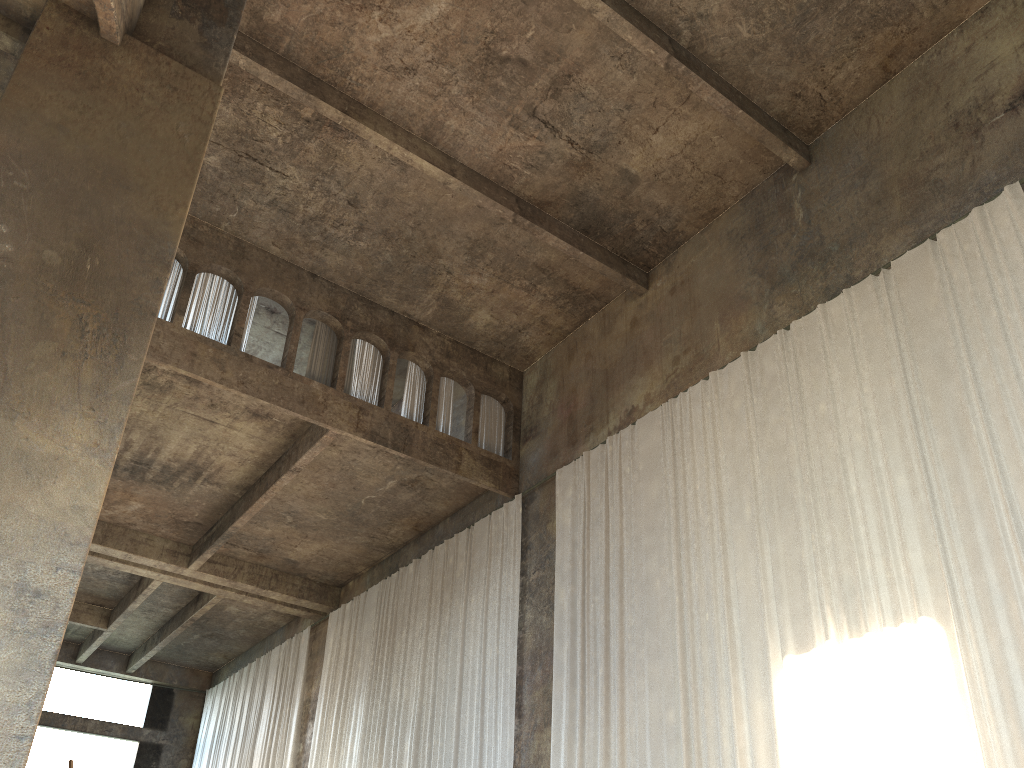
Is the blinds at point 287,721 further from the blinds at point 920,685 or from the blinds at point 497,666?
the blinds at point 920,685

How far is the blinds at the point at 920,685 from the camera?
8.04m

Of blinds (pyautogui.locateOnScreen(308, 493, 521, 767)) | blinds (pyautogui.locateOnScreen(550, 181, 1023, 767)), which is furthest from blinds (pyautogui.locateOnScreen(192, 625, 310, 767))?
blinds (pyautogui.locateOnScreen(550, 181, 1023, 767))

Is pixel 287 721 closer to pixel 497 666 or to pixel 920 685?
pixel 497 666

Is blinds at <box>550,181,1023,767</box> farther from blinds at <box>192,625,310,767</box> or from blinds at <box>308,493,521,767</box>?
blinds at <box>192,625,310,767</box>

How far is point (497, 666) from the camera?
13.8m

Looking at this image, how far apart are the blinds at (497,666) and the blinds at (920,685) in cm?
114

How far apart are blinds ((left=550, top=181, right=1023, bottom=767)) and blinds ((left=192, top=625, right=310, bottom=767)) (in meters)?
9.65

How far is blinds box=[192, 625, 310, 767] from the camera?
20.3 meters

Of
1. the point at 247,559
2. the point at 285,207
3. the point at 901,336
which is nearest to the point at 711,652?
the point at 901,336
